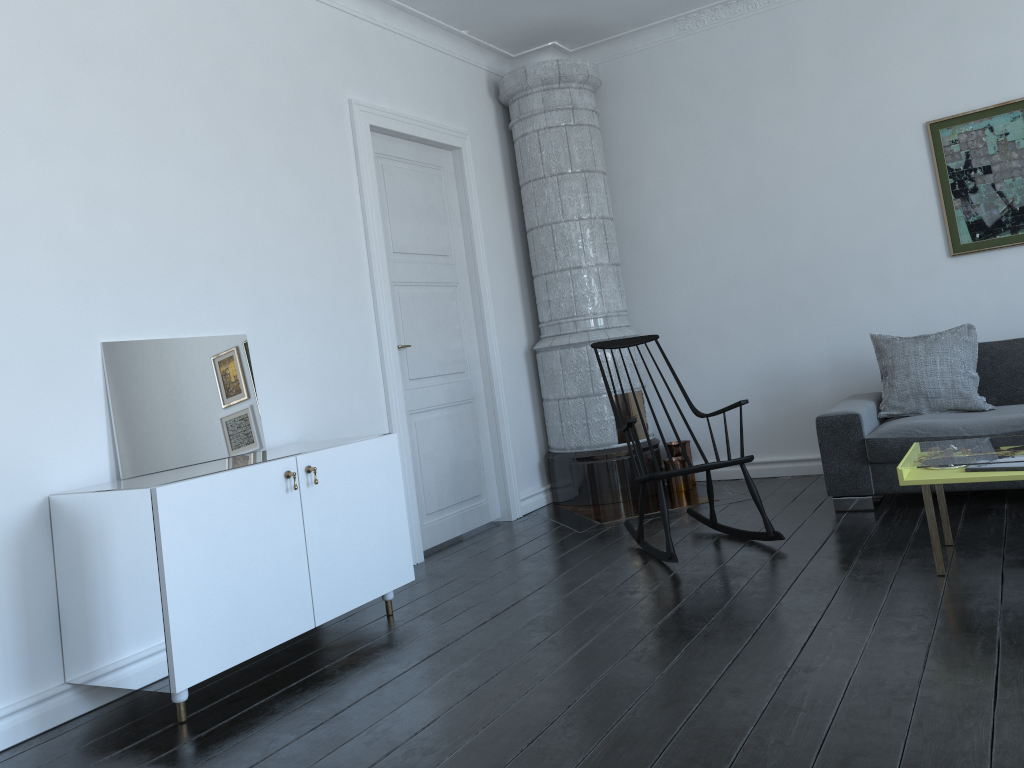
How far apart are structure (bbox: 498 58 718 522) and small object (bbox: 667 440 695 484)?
0.1m

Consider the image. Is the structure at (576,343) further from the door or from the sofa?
the sofa

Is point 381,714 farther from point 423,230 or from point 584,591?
point 423,230

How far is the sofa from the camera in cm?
422

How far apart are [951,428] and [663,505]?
1.50m

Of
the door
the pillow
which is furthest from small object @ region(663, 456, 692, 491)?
the pillow

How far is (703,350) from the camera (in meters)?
5.92

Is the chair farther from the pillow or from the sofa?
the pillow

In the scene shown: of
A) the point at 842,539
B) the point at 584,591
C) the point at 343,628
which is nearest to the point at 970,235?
the point at 842,539

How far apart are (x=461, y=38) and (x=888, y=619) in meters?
4.3 m
